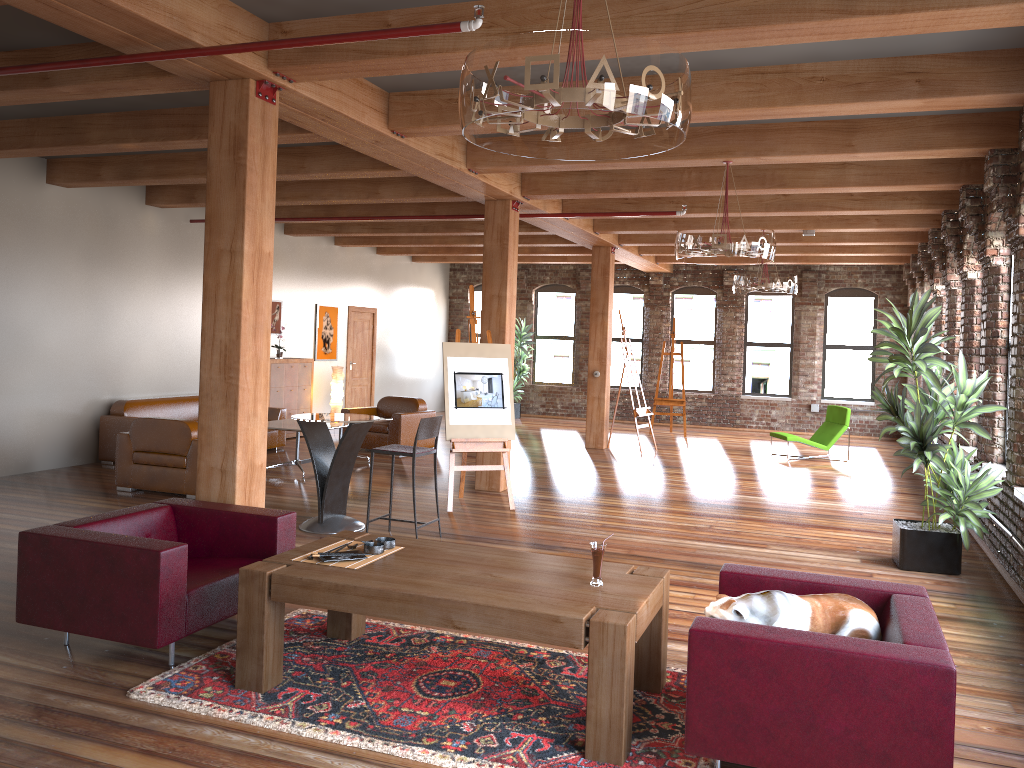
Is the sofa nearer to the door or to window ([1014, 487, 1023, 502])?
the door

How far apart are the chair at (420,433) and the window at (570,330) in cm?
1193

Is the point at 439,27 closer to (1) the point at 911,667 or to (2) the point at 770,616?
(2) the point at 770,616

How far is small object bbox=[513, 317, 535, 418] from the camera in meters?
18.2

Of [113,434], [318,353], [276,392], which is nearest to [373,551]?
[113,434]

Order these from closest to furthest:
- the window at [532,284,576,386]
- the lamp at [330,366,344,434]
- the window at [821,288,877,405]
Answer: the lamp at [330,366,344,434] < the window at [821,288,877,405] < the window at [532,284,576,386]

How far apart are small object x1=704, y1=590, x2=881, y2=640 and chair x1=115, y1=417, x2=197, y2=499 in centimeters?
608cm

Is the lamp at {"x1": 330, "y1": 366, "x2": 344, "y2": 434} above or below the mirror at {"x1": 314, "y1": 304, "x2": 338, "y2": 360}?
below

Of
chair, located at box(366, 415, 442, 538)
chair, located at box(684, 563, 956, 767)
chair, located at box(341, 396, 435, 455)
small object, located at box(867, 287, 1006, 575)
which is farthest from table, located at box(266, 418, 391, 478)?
chair, located at box(684, 563, 956, 767)

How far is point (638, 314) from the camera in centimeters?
1832cm
